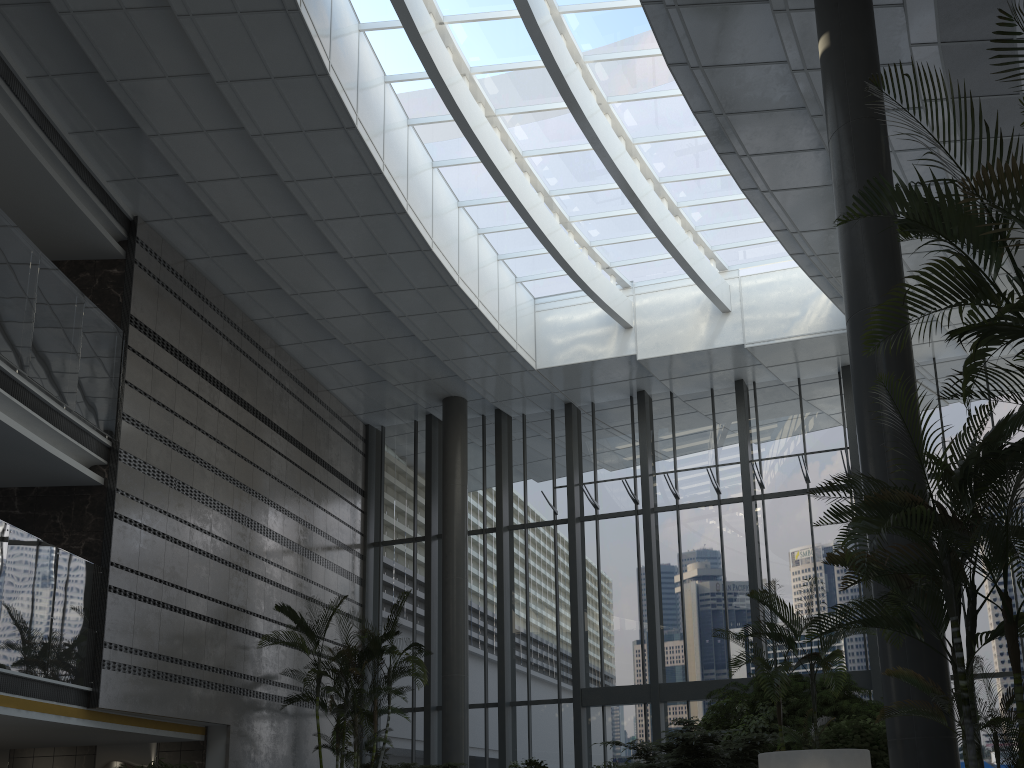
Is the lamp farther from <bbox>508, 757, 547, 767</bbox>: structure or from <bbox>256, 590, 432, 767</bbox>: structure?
<bbox>256, 590, 432, 767</bbox>: structure

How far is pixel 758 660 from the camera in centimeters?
700cm

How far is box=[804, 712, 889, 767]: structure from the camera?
6.96m

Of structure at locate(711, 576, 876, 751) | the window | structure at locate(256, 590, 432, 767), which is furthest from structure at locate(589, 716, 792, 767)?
the window

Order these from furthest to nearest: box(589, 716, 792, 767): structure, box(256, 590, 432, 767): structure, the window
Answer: the window
box(256, 590, 432, 767): structure
box(589, 716, 792, 767): structure

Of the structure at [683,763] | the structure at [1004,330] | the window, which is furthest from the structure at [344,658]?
the structure at [1004,330]

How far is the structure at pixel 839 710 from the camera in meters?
9.2

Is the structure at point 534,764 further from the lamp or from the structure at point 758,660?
the lamp

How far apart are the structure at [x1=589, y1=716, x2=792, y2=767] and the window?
3.95m

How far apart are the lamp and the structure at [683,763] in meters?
1.9 m
